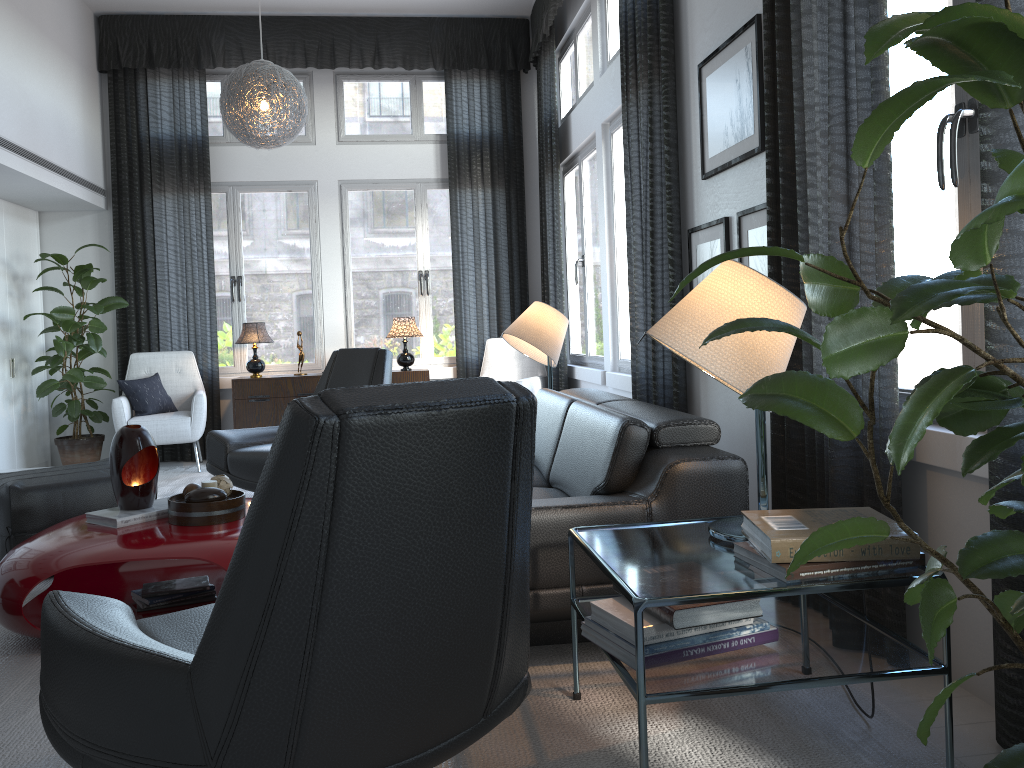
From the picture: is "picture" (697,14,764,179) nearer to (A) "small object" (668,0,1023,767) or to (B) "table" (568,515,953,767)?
(B) "table" (568,515,953,767)

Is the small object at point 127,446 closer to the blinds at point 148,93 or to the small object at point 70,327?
the small object at point 70,327

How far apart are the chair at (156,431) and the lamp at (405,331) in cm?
137

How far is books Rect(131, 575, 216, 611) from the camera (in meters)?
2.92

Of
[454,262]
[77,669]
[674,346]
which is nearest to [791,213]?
[674,346]

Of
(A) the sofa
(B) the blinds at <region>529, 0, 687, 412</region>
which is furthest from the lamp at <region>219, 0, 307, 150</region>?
(A) the sofa

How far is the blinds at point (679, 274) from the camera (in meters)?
3.83

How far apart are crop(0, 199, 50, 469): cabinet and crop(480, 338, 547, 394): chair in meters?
3.2 m

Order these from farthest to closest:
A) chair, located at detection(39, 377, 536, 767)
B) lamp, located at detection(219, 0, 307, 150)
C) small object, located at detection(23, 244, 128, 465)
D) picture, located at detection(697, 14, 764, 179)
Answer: small object, located at detection(23, 244, 128, 465)
lamp, located at detection(219, 0, 307, 150)
picture, located at detection(697, 14, 764, 179)
chair, located at detection(39, 377, 536, 767)

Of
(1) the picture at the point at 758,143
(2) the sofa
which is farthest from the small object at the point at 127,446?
(1) the picture at the point at 758,143
